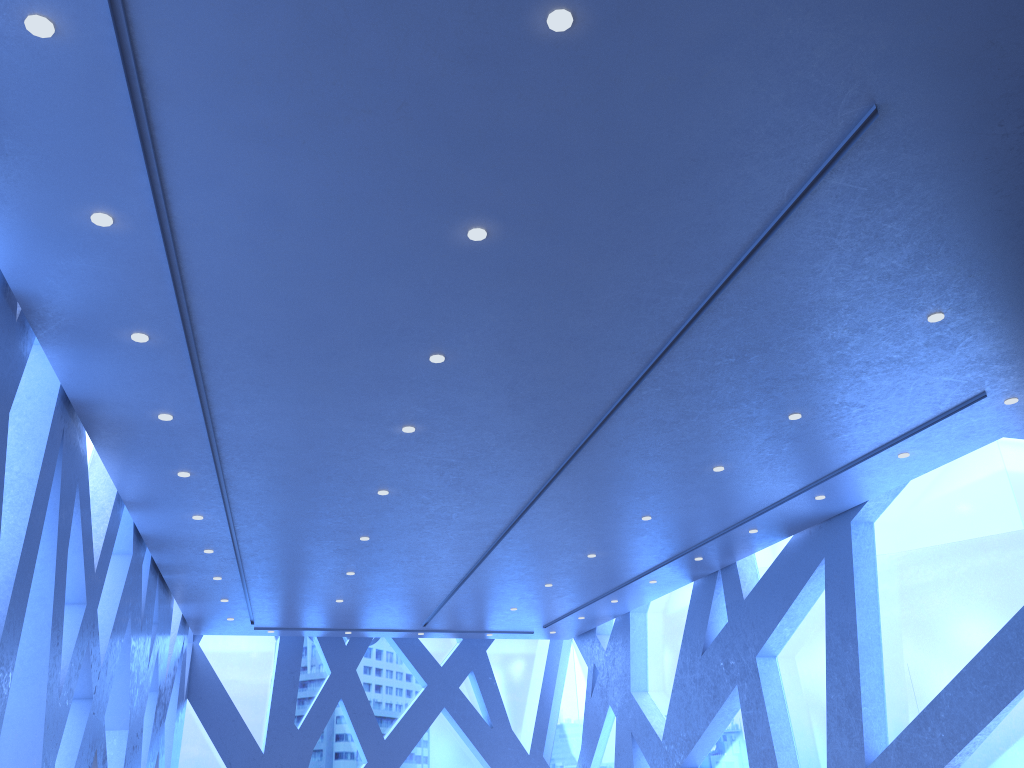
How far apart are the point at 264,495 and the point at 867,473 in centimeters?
635cm

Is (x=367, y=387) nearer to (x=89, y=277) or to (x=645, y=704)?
(x=89, y=277)
